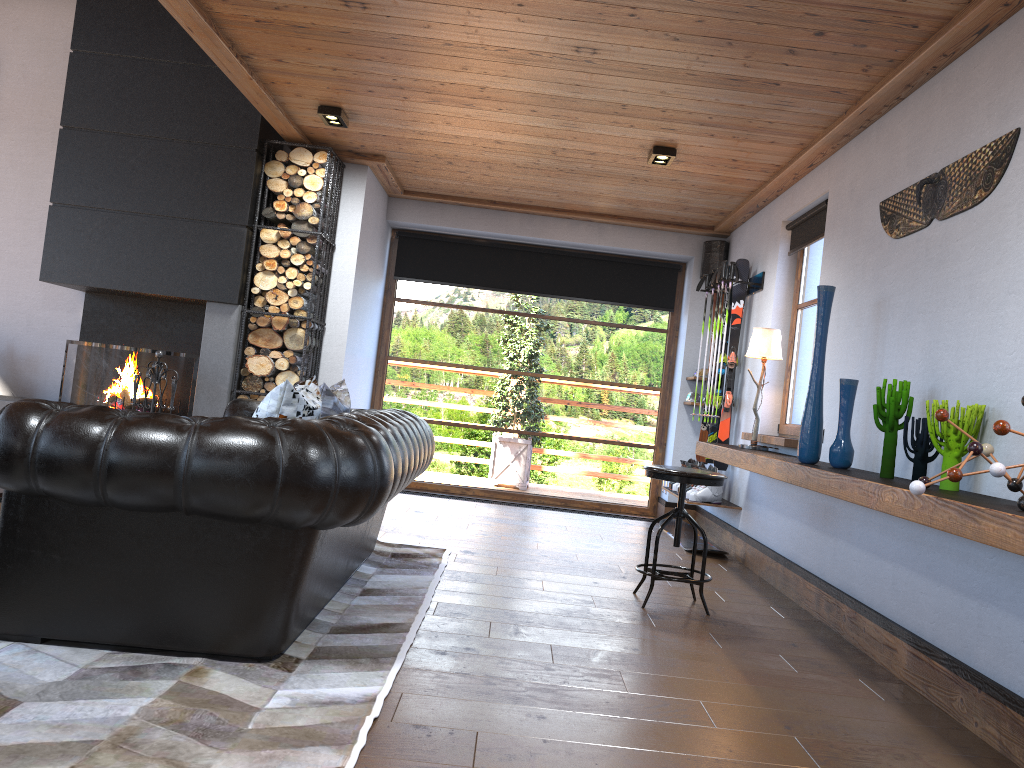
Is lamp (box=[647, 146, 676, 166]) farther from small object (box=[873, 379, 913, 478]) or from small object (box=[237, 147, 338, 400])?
small object (box=[873, 379, 913, 478])

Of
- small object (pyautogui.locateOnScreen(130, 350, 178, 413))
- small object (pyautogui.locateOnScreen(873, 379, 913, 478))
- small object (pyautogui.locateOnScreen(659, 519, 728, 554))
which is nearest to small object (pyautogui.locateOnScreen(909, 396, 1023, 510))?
small object (pyautogui.locateOnScreen(873, 379, 913, 478))

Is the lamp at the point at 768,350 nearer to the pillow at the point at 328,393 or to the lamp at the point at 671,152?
the lamp at the point at 671,152

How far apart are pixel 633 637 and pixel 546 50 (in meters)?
2.81

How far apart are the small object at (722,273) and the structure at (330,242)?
2.98m

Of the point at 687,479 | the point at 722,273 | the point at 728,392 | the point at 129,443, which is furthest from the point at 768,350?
the point at 129,443

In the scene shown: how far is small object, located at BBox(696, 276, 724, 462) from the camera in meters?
7.4 m

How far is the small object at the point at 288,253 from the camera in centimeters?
644cm

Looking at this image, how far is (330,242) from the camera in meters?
6.7 m

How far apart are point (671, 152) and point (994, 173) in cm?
256
